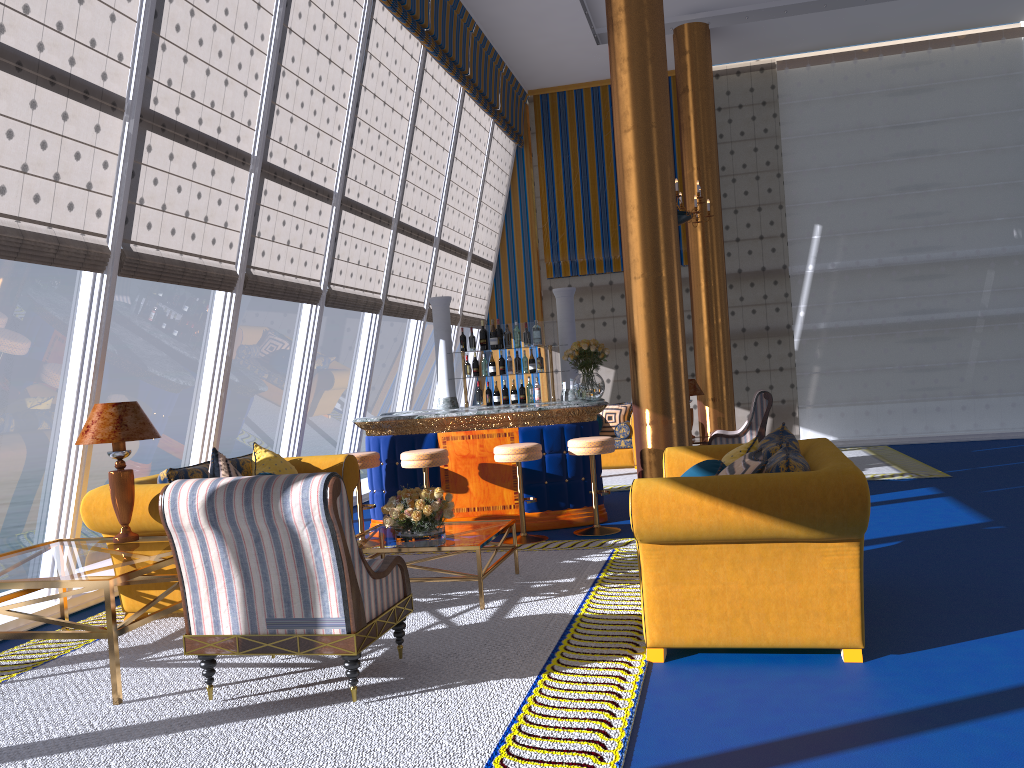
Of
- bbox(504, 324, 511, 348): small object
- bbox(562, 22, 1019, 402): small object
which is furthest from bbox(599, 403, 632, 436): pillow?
bbox(562, 22, 1019, 402): small object

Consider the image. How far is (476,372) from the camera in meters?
8.8

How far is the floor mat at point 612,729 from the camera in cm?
320

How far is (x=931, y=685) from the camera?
3.4 meters

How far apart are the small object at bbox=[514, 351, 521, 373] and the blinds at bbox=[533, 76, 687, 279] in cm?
397

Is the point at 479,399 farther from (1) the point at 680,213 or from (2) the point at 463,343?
(1) the point at 680,213

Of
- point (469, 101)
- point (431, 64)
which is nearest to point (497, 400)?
point (431, 64)

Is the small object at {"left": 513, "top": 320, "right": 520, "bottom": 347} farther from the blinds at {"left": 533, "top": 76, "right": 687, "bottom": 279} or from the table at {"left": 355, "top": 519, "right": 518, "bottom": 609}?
the blinds at {"left": 533, "top": 76, "right": 687, "bottom": 279}

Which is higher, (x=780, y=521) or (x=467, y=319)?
(x=467, y=319)

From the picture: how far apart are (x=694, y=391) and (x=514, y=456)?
5.04m
